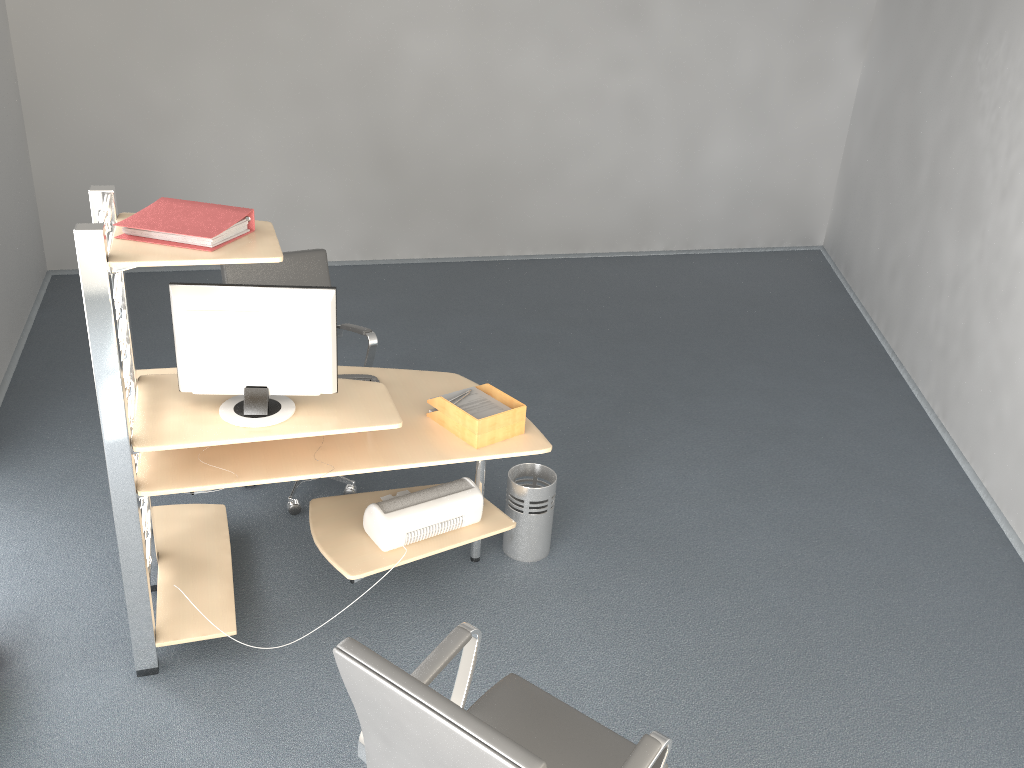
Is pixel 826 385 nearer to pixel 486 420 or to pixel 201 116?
pixel 486 420

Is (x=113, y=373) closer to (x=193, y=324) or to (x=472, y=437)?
(x=193, y=324)

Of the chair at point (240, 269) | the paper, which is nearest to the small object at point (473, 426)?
the paper

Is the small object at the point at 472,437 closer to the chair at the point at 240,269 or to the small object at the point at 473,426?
the small object at the point at 473,426

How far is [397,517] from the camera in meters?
3.3

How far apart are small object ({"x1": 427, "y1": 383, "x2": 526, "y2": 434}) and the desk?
0.1 meters

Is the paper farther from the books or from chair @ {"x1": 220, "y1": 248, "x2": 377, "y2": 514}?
A: the books

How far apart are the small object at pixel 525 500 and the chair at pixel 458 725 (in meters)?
1.28

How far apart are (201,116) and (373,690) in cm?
586

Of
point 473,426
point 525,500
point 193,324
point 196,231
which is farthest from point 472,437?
point 196,231
